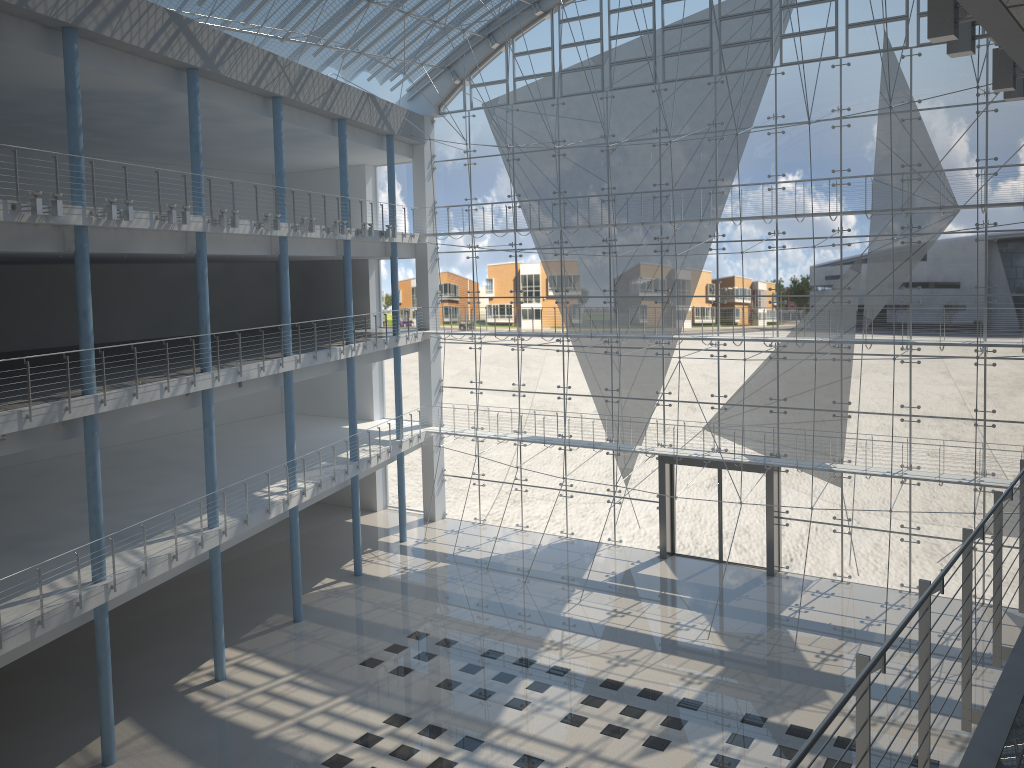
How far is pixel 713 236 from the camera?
3.92m

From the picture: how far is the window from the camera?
3.4 meters

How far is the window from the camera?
3.43m
